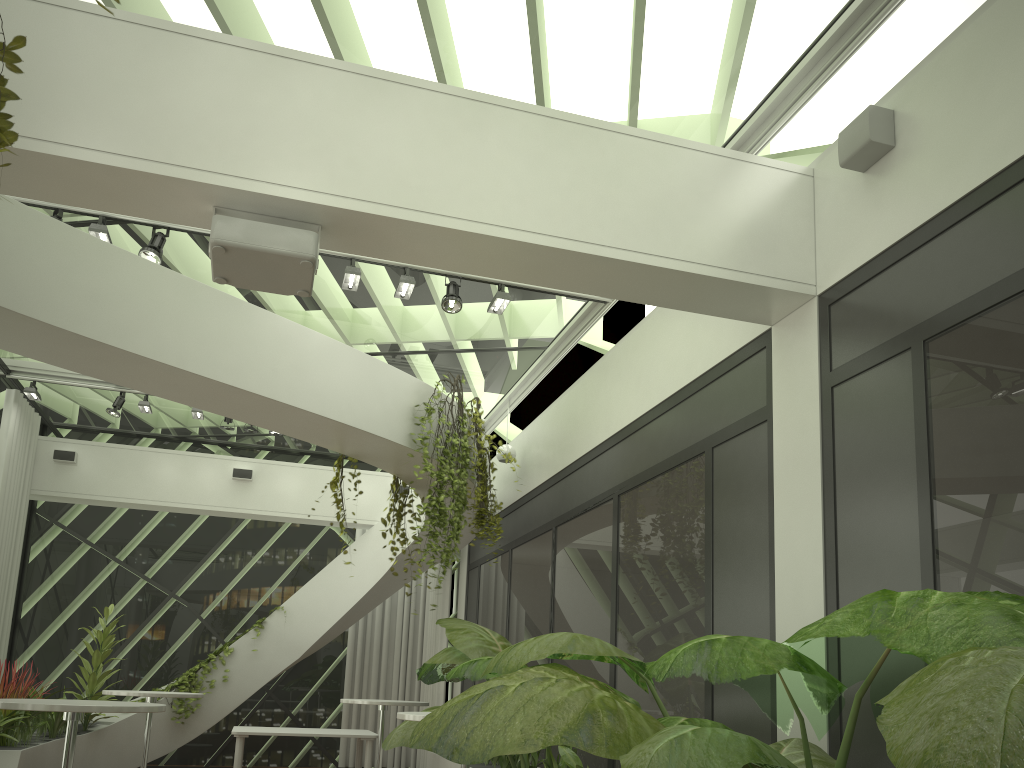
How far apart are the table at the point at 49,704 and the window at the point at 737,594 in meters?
2.9 m

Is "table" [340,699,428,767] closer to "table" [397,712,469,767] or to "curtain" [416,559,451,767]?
"curtain" [416,559,451,767]

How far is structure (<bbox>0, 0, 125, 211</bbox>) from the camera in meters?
2.2

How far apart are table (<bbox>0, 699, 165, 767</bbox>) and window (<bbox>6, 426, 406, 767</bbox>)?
7.9 meters

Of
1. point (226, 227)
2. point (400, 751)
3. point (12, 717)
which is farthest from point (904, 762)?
point (400, 751)

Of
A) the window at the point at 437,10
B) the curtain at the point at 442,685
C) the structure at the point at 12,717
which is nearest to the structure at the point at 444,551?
the window at the point at 437,10

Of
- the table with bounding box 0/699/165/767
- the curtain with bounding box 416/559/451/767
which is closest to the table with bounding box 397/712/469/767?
the table with bounding box 0/699/165/767

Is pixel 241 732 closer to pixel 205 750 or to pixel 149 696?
pixel 149 696

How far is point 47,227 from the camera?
4.95m

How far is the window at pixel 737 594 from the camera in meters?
4.8 m
